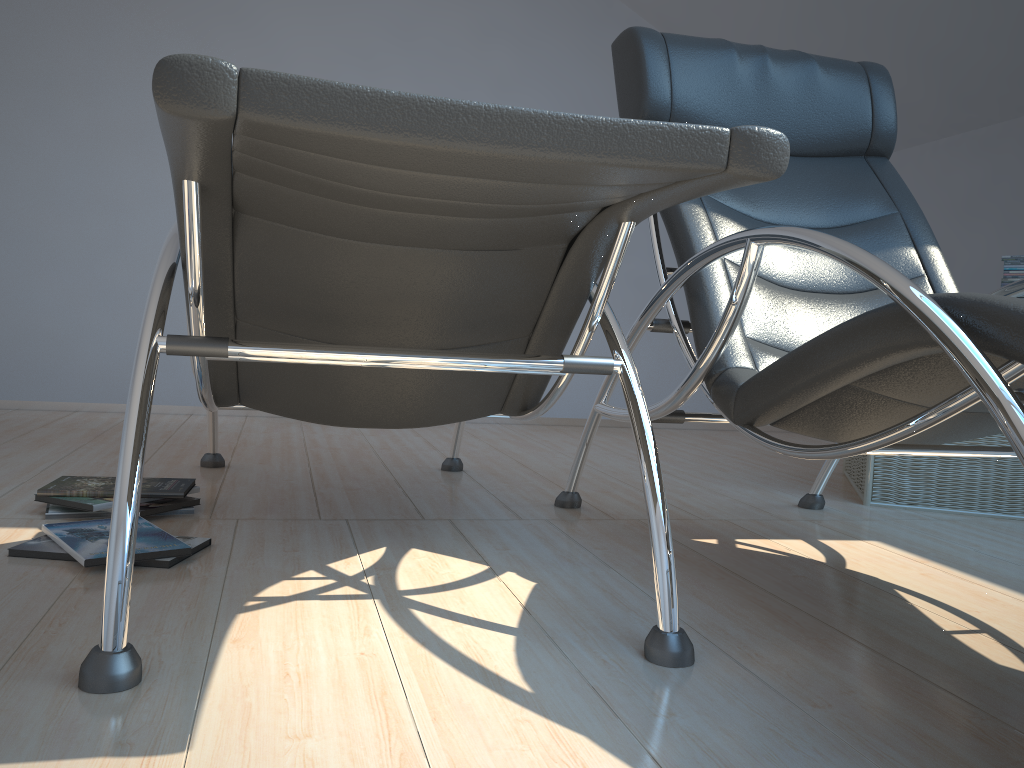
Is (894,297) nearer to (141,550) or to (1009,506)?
(141,550)

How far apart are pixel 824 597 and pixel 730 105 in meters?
1.2 m

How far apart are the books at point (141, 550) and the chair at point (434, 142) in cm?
27

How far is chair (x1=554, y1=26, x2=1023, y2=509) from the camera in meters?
1.2

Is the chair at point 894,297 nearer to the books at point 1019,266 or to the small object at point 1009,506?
the small object at point 1009,506

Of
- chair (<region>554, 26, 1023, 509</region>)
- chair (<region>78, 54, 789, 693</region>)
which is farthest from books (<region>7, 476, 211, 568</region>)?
chair (<region>554, 26, 1023, 509</region>)

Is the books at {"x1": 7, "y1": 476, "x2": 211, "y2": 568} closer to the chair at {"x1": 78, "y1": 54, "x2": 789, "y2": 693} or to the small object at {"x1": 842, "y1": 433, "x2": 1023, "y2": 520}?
the chair at {"x1": 78, "y1": 54, "x2": 789, "y2": 693}

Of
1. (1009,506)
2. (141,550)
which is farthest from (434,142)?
(1009,506)

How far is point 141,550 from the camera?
1.63m

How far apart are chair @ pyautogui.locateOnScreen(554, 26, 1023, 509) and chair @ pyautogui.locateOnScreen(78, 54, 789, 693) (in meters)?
0.19
